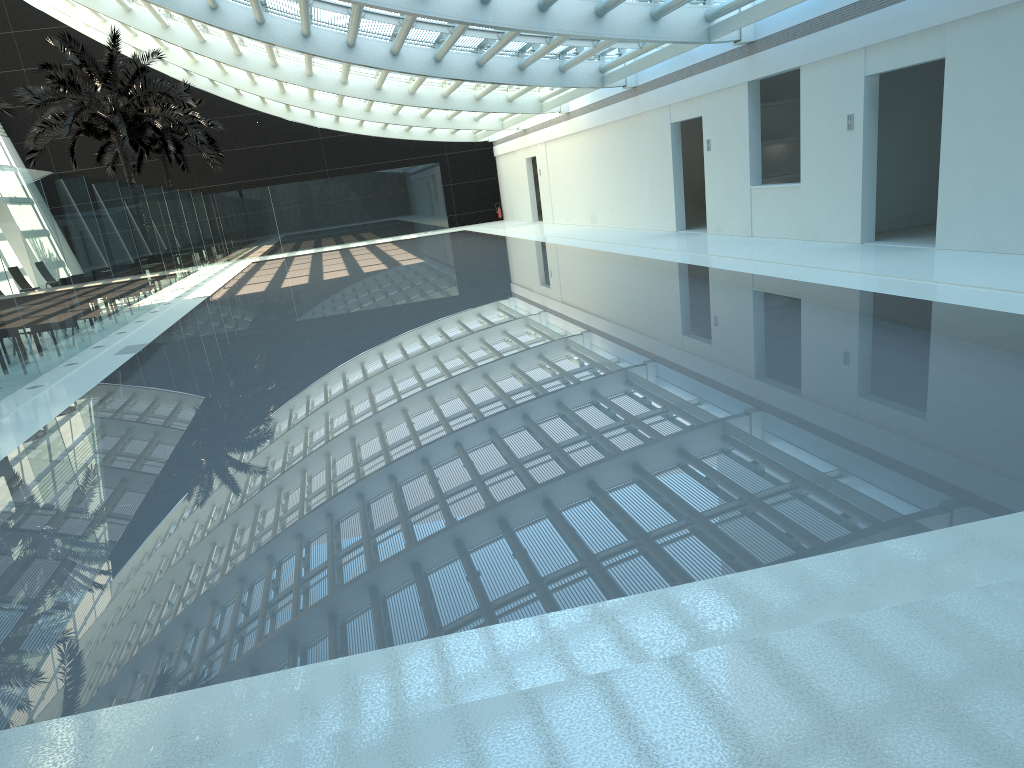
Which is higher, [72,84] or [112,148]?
[72,84]

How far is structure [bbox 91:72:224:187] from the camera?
33.2 meters

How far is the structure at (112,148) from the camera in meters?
33.2

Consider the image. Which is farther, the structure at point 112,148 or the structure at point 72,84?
the structure at point 112,148

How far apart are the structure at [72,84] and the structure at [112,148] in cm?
440

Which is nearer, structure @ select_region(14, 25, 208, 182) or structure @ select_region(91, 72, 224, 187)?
structure @ select_region(14, 25, 208, 182)

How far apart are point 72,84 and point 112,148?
9.0m

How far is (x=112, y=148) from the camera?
33.16m

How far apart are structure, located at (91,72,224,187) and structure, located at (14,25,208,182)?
4.4 meters
